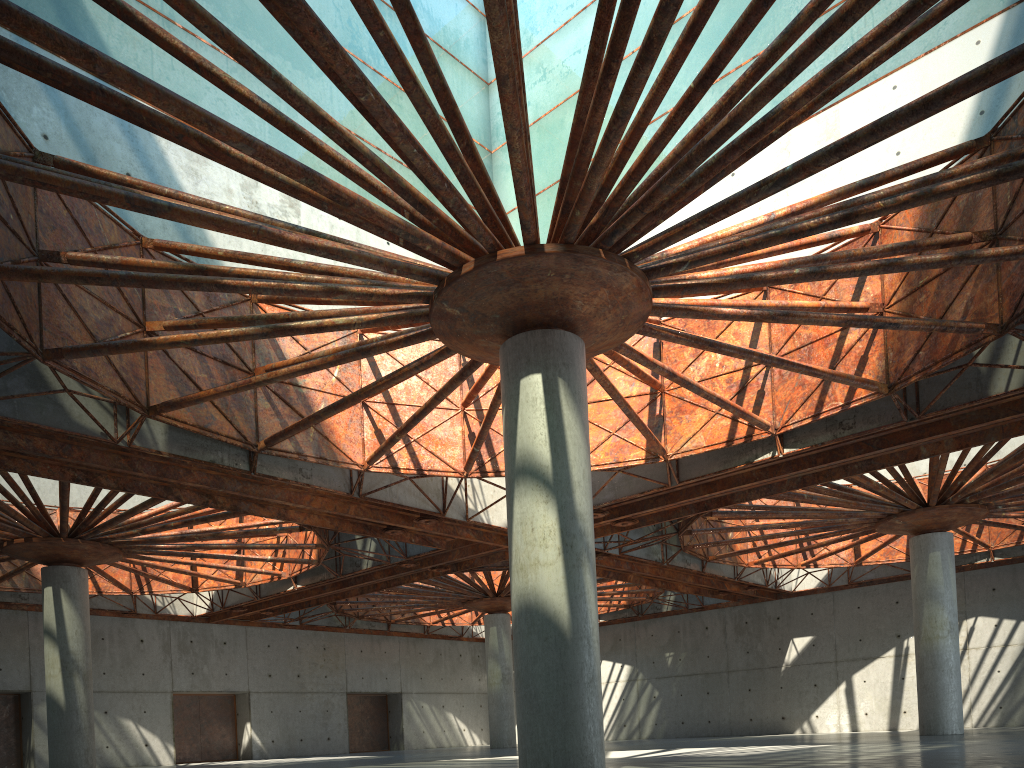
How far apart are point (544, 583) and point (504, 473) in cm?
1472

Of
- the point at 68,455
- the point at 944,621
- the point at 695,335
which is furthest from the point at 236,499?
the point at 944,621
